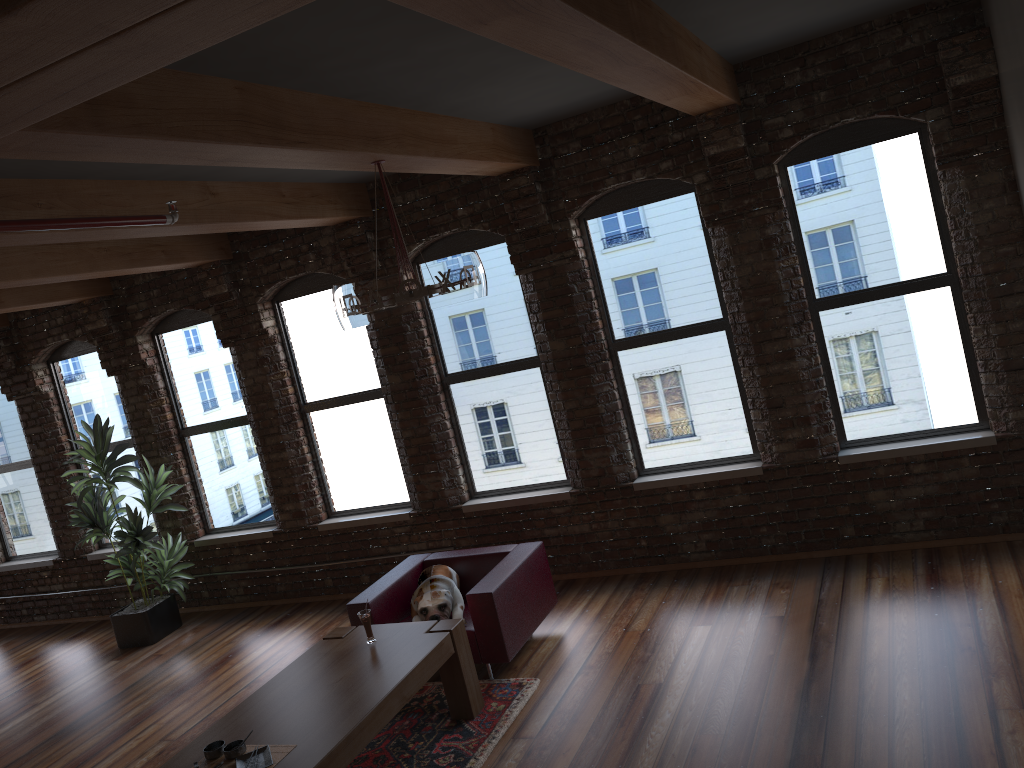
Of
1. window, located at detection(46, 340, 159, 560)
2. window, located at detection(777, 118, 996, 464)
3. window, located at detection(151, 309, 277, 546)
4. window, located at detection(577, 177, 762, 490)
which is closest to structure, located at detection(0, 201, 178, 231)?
window, located at detection(577, 177, 762, 490)

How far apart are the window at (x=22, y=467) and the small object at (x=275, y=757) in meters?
6.3 m

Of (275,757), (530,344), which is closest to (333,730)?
(275,757)

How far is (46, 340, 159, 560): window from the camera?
8.82m

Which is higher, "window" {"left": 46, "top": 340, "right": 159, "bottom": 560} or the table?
"window" {"left": 46, "top": 340, "right": 159, "bottom": 560}

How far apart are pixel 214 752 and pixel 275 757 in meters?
0.3

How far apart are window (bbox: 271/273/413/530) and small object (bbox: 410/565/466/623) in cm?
152

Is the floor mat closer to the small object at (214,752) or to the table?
the table

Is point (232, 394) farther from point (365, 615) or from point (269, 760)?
point (269, 760)

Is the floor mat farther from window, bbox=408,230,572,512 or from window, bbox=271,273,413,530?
window, bbox=271,273,413,530
